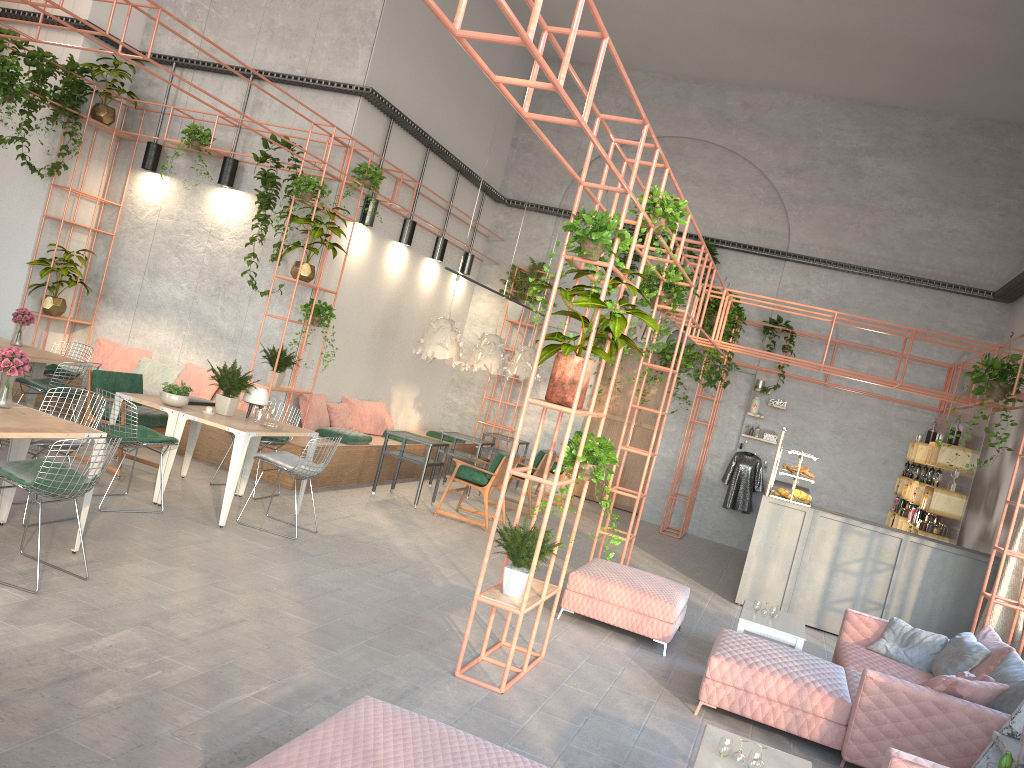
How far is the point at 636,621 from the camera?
7.10m

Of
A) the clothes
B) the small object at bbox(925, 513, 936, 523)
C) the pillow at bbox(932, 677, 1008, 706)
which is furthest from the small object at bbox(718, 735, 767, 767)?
the clothes

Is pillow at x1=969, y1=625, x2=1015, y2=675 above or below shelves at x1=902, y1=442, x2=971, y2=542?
below

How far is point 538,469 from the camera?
11.9 meters

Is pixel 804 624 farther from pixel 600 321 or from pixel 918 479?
pixel 918 479

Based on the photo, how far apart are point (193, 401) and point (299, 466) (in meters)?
1.40

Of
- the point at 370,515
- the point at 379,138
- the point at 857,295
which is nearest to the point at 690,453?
the point at 857,295

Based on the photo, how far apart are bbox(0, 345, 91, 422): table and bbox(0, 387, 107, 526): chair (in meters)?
2.79

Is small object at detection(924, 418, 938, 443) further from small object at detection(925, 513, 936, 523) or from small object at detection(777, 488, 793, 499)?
small object at detection(777, 488, 793, 499)

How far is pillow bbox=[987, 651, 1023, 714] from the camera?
5.5m
